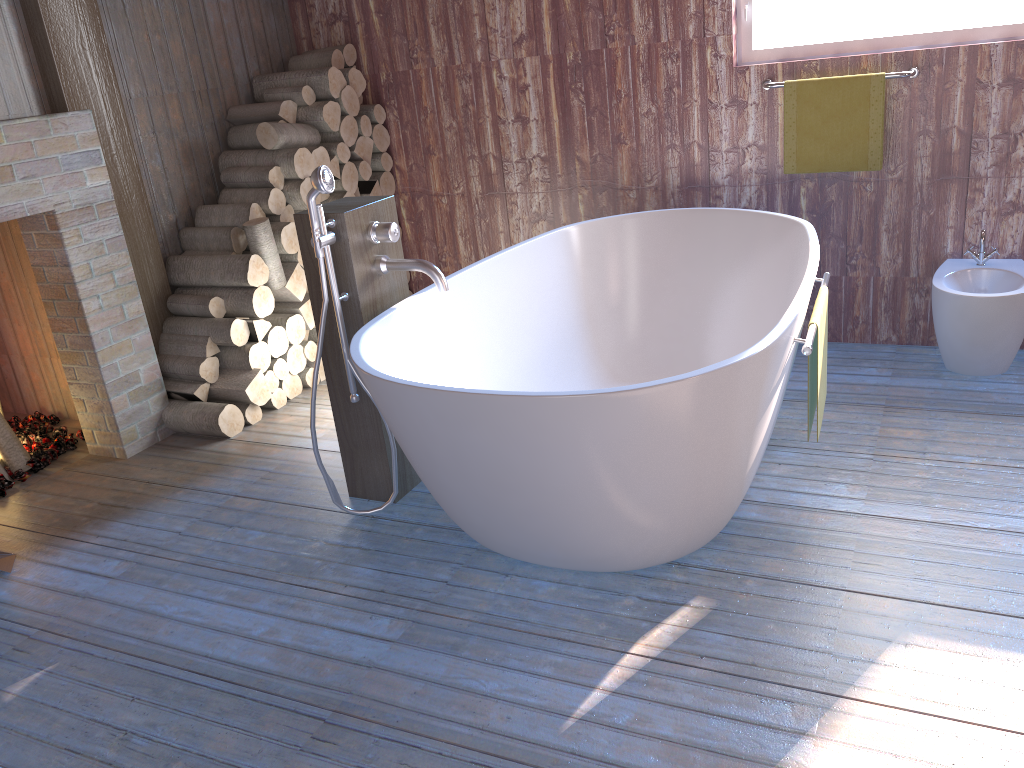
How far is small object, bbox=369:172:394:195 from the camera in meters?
4.4

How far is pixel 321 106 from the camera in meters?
4.0

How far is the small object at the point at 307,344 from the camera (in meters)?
3.98

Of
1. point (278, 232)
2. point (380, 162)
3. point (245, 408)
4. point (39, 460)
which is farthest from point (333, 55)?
point (39, 460)

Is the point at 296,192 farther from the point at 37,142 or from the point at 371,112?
the point at 37,142

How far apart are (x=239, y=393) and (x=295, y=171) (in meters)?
1.01

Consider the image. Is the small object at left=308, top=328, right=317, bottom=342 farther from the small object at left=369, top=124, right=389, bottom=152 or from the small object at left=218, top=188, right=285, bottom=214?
the small object at left=369, top=124, right=389, bottom=152

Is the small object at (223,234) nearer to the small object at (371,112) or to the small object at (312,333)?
the small object at (312,333)

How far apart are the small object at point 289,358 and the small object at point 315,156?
0.83m

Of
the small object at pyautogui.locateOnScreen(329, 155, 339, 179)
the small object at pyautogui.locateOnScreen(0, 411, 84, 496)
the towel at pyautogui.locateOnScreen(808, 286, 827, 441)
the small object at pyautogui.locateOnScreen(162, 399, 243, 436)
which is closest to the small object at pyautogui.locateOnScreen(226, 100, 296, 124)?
the small object at pyautogui.locateOnScreen(329, 155, 339, 179)
